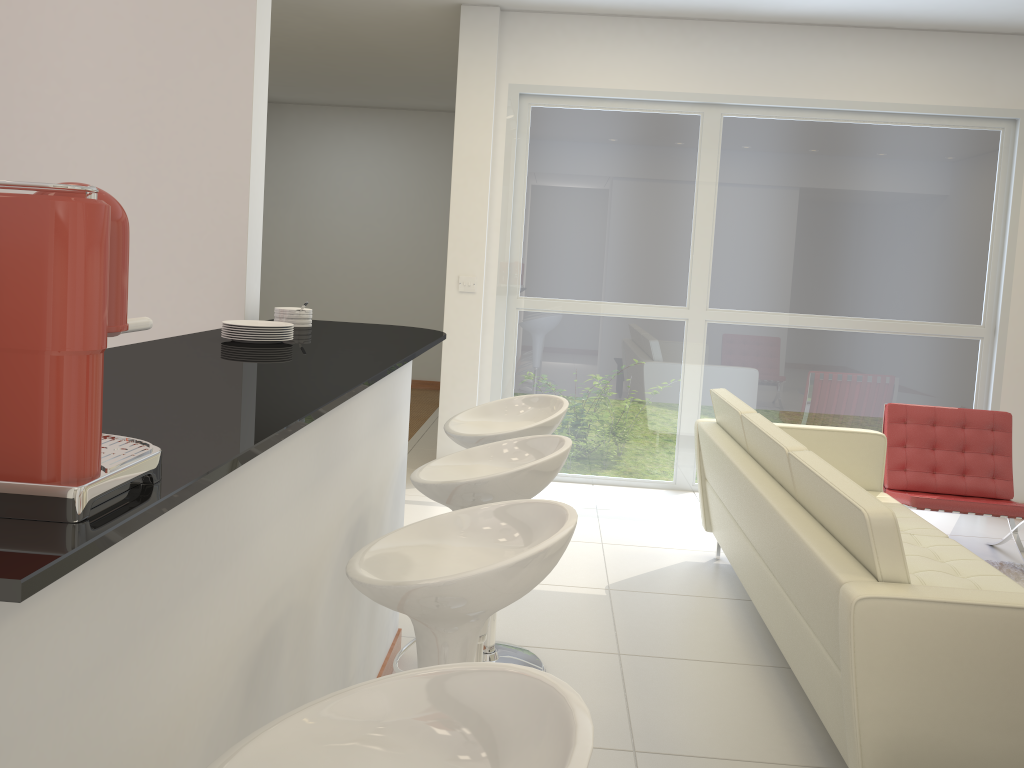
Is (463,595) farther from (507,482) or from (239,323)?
(239,323)

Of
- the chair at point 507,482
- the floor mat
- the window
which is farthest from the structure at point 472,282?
the floor mat

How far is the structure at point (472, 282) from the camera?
5.9 meters

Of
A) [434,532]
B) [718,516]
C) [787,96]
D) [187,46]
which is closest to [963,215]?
[787,96]

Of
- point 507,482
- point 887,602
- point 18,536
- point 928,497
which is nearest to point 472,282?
point 928,497

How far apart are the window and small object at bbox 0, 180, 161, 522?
4.9m

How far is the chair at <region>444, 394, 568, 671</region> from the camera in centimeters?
301cm

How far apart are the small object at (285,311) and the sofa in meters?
1.8

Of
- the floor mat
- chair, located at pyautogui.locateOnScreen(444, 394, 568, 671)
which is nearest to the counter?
chair, located at pyautogui.locateOnScreen(444, 394, 568, 671)

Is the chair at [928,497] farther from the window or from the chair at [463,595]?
the chair at [463,595]
